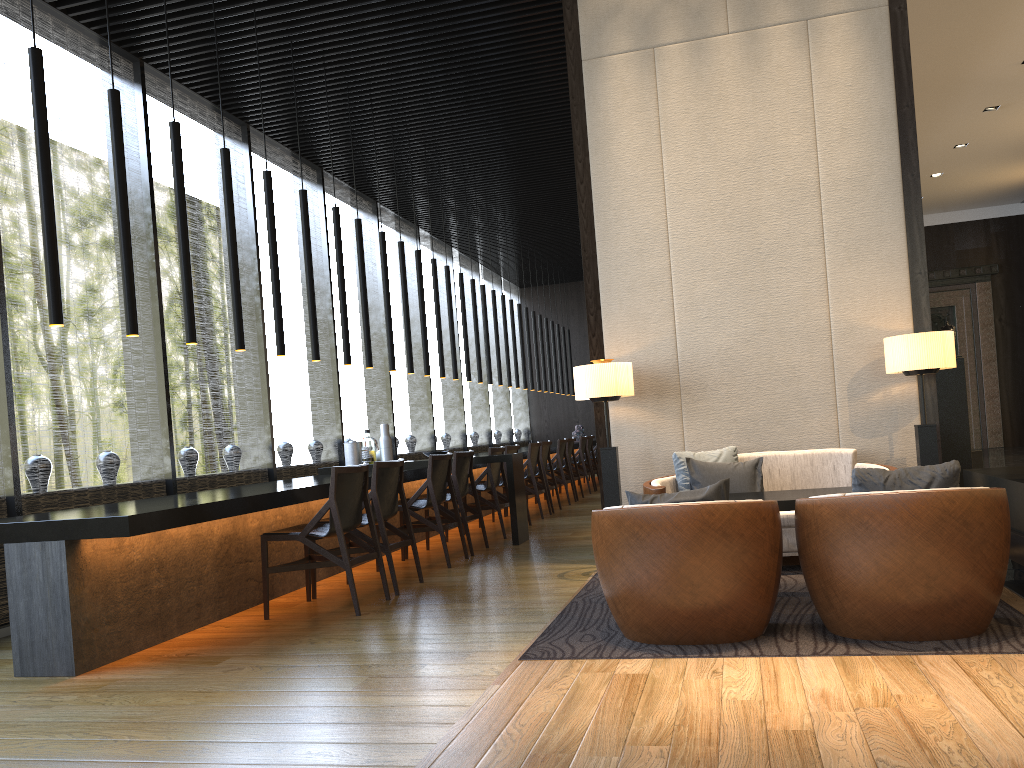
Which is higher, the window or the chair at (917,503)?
the window

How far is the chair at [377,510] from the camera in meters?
5.4

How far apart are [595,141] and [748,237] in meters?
1.2

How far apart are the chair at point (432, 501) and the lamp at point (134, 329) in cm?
241

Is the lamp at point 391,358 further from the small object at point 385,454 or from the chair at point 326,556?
the chair at point 326,556

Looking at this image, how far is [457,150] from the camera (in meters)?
9.46

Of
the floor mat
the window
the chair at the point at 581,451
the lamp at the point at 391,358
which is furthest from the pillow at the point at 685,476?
the chair at the point at 581,451

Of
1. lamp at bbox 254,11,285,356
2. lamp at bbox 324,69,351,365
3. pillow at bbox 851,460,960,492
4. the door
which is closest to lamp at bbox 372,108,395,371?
lamp at bbox 324,69,351,365

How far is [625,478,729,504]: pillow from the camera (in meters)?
3.49

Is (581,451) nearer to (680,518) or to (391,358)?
(391,358)
